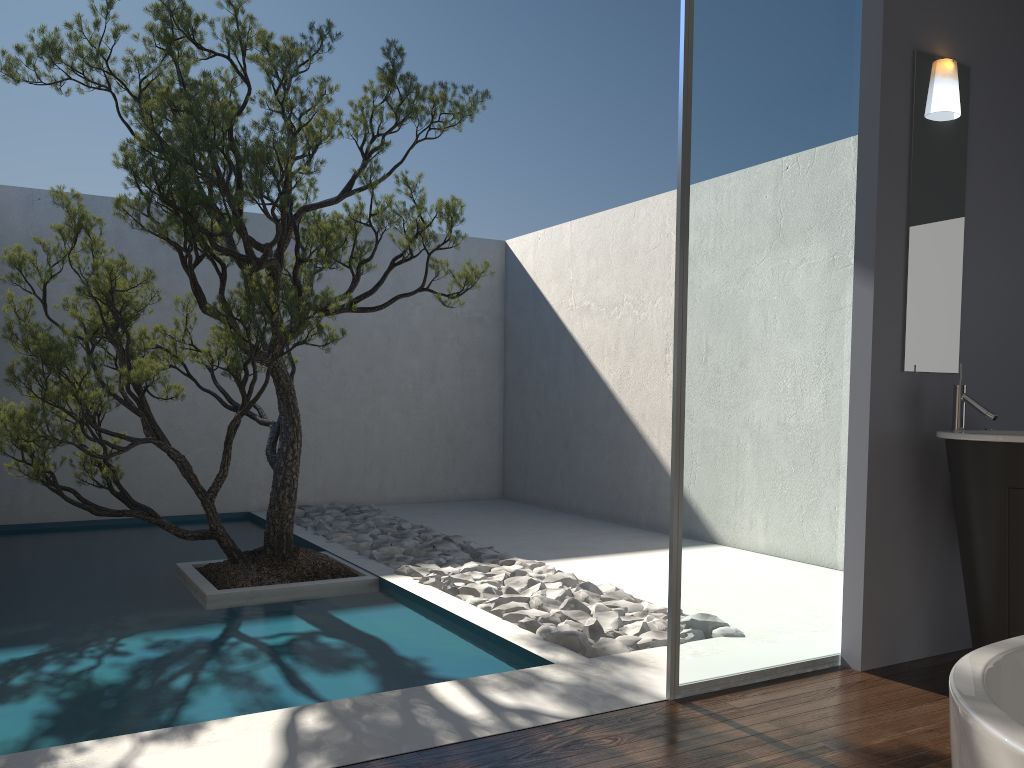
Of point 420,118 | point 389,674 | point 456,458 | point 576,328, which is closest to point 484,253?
point 576,328

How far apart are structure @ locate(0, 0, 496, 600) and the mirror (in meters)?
2.19

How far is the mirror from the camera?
3.60m

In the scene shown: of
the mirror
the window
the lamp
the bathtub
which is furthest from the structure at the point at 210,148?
the bathtub

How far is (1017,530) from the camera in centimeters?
315cm

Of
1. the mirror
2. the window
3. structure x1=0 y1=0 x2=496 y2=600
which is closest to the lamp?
the mirror

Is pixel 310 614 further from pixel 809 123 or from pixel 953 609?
pixel 809 123

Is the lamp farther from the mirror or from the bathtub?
the bathtub

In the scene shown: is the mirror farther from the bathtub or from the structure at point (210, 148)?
the bathtub

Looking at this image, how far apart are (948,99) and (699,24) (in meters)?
1.19
